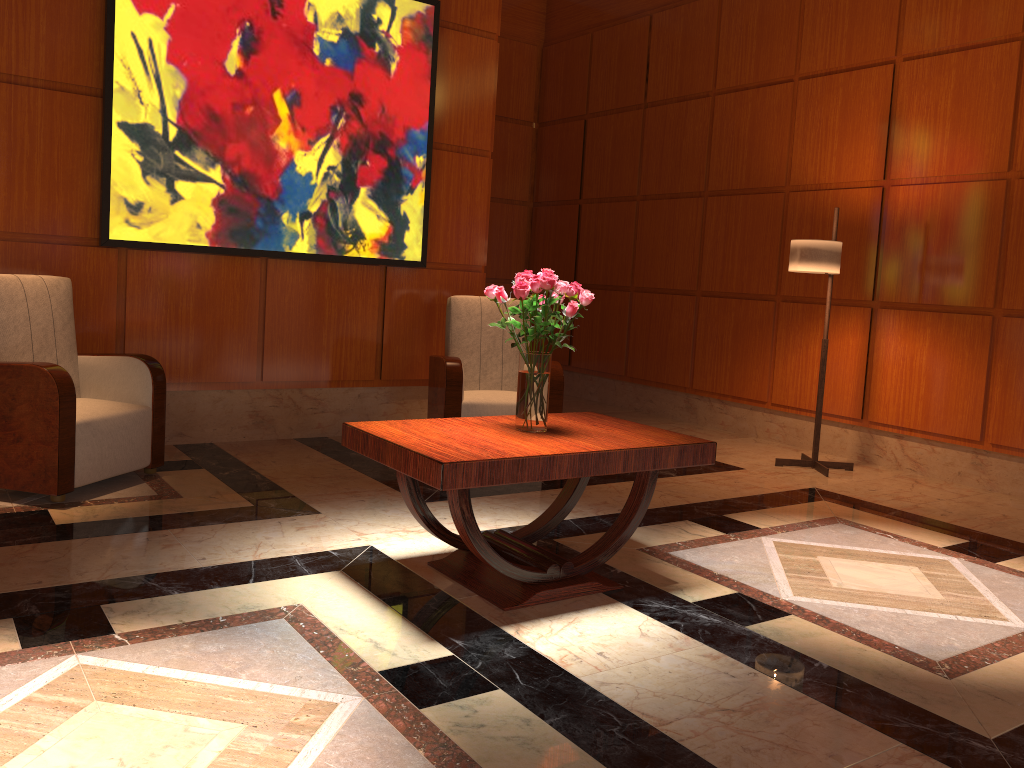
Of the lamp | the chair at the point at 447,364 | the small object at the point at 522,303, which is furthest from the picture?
the small object at the point at 522,303

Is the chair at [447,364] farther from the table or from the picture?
the table

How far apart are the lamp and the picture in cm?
234

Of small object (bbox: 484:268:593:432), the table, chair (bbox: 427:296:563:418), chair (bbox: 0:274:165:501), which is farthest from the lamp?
chair (bbox: 0:274:165:501)

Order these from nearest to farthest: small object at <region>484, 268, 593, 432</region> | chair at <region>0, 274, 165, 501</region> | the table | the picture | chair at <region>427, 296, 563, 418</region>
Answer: the table → small object at <region>484, 268, 593, 432</region> → chair at <region>0, 274, 165, 501</region> → the picture → chair at <region>427, 296, 563, 418</region>

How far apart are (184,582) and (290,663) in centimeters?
75cm

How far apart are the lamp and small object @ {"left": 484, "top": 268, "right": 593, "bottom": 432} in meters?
2.5

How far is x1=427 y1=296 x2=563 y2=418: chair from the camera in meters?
5.2 m

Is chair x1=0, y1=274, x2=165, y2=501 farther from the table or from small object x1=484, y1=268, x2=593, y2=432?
small object x1=484, y1=268, x2=593, y2=432

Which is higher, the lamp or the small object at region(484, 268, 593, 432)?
the lamp
